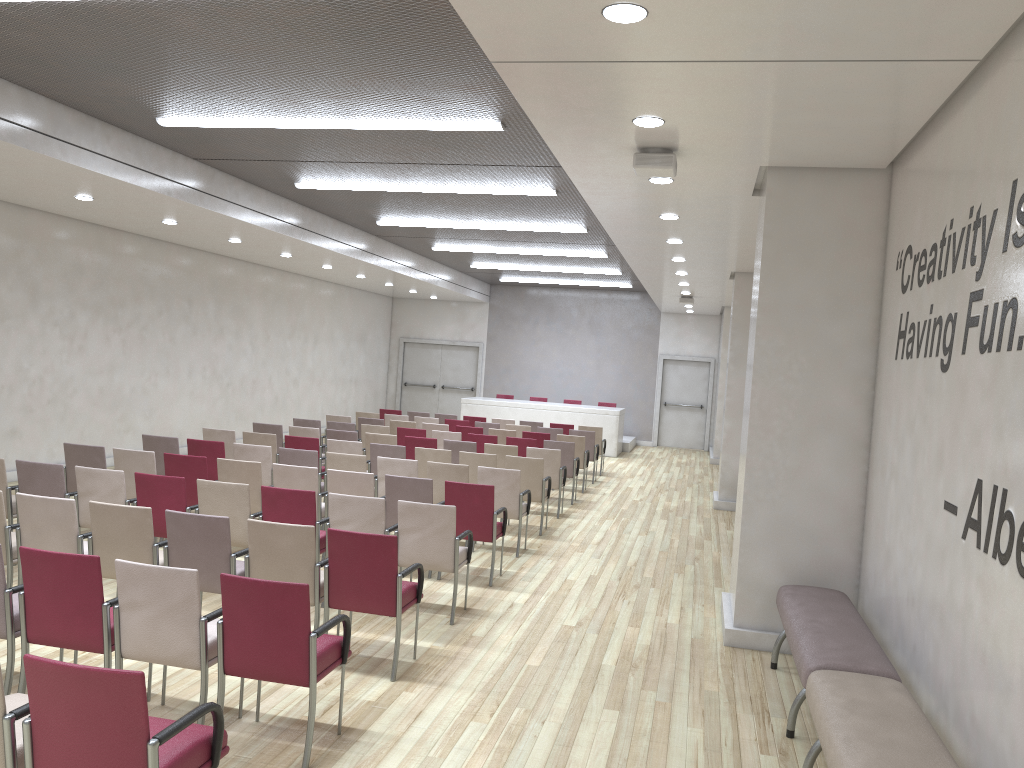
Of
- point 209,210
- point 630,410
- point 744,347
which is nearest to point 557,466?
point 744,347

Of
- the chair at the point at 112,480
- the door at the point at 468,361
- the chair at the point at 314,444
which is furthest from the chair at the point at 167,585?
the door at the point at 468,361

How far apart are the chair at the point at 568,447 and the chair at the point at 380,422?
3.2m

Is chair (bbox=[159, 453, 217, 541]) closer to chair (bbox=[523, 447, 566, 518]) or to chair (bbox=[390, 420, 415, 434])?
chair (bbox=[523, 447, 566, 518])

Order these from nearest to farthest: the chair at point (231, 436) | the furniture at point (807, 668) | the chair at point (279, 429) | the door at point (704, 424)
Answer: the furniture at point (807, 668)
the chair at point (231, 436)
the chair at point (279, 429)
the door at point (704, 424)

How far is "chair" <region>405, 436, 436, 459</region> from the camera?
11.7 meters

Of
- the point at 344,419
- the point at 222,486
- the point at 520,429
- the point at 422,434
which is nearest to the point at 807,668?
the point at 222,486

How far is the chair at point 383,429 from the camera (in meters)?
13.07

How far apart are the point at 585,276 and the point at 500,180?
10.2m

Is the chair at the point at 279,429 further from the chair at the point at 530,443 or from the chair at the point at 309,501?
the chair at the point at 309,501
